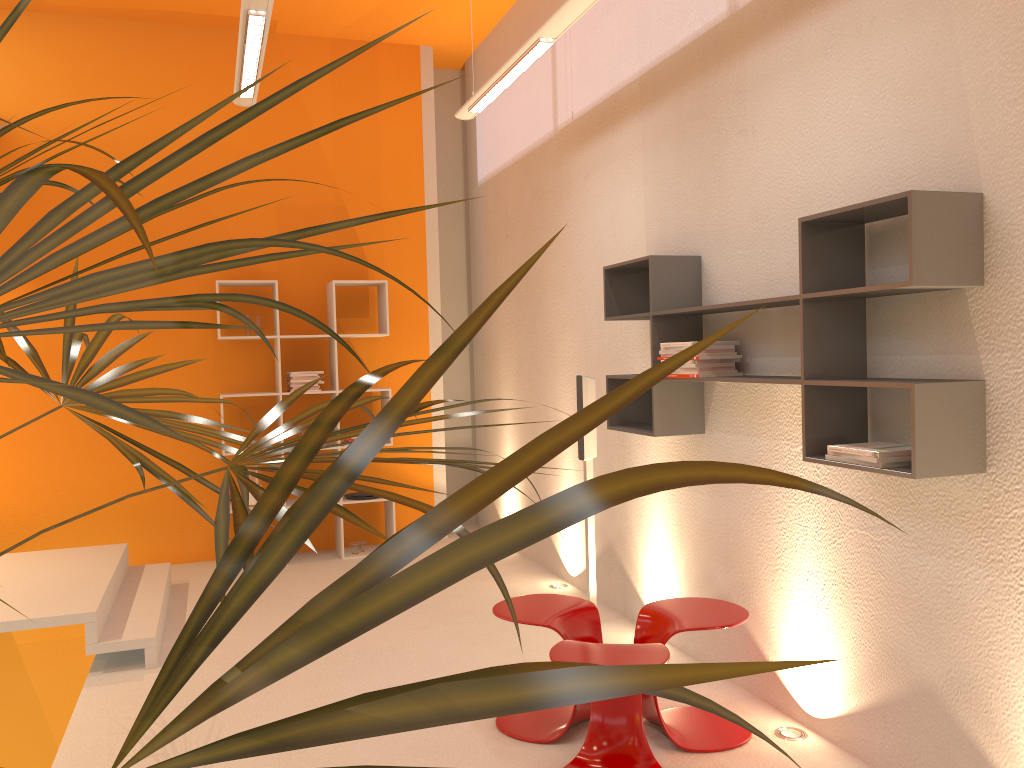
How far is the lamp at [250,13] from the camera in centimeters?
349cm

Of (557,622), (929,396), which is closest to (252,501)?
(557,622)

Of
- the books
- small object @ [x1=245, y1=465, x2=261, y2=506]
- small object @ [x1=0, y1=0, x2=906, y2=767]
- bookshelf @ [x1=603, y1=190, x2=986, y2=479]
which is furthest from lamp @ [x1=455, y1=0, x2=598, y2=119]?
small object @ [x1=245, y1=465, x2=261, y2=506]

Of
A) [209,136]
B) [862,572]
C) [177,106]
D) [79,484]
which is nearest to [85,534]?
[79,484]

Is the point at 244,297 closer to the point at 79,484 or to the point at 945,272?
the point at 945,272

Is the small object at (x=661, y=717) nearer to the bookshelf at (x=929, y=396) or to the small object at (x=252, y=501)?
the bookshelf at (x=929, y=396)

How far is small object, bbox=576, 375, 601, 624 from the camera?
4.6 meters

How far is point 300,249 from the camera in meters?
6.6 m

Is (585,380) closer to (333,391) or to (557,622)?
(557,622)

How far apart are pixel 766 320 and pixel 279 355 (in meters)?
3.77
